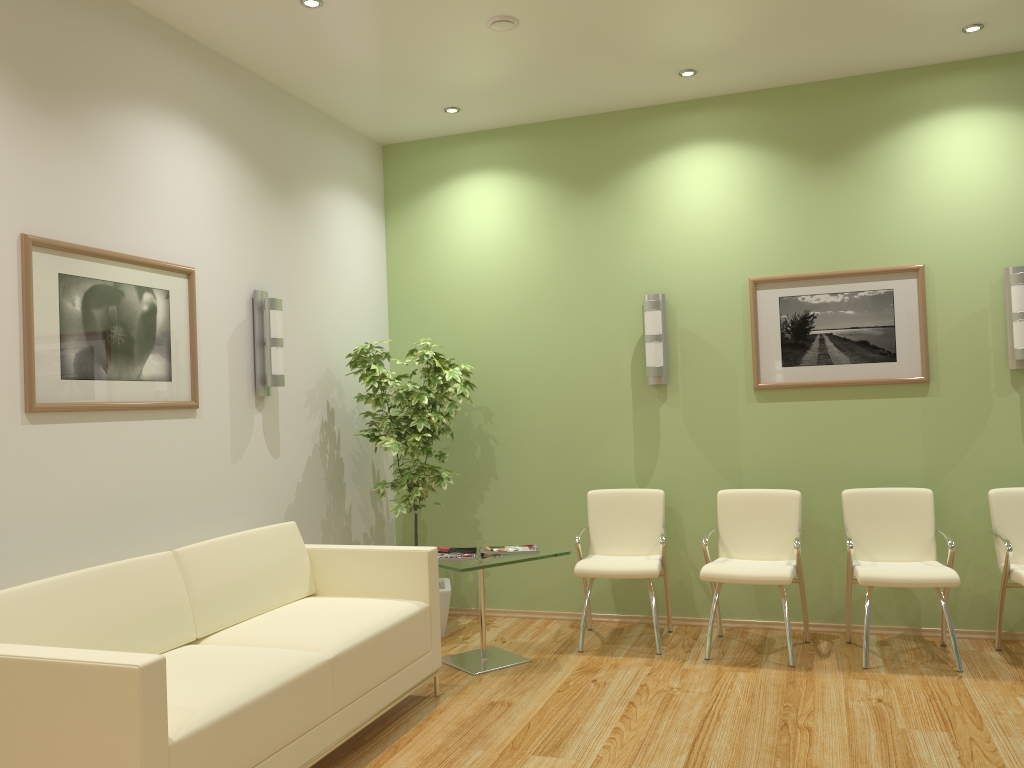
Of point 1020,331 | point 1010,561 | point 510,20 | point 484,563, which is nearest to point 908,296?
point 1020,331

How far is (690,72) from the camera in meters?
5.2

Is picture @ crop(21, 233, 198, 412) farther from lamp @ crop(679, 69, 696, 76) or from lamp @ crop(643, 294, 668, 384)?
lamp @ crop(679, 69, 696, 76)

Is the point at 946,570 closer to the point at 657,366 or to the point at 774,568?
the point at 774,568

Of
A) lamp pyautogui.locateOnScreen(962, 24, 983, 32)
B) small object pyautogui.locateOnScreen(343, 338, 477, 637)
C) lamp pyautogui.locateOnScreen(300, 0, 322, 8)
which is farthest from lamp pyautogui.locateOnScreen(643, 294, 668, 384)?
lamp pyautogui.locateOnScreen(300, 0, 322, 8)

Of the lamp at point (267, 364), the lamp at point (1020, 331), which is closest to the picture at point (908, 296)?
the lamp at point (1020, 331)

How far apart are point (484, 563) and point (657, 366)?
1.8m

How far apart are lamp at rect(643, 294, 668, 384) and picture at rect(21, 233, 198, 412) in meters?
2.7 m

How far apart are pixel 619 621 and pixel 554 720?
1.81m

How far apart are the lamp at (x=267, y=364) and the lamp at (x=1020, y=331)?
4.06m
